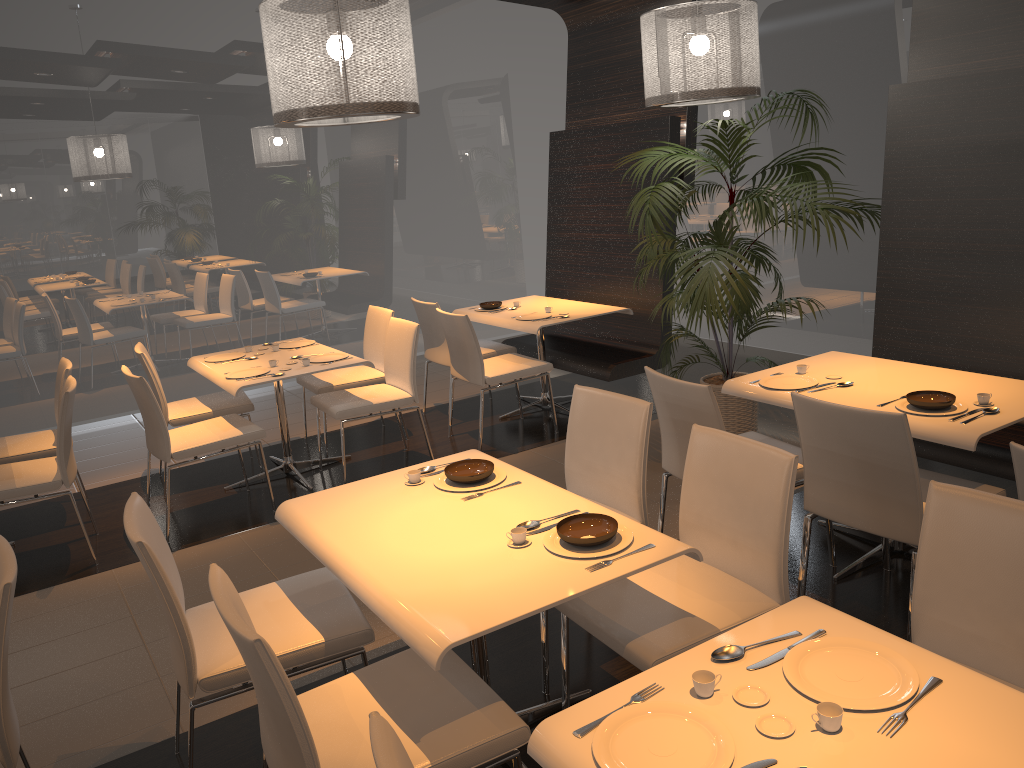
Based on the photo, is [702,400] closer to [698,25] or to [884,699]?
[884,699]

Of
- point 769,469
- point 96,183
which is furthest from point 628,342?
point 96,183

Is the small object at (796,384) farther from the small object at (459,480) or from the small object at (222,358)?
the small object at (222,358)

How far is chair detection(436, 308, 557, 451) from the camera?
5.5 meters

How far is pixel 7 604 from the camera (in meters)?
2.13

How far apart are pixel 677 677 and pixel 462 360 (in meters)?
3.96

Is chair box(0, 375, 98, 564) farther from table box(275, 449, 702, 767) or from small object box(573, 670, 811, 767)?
small object box(573, 670, 811, 767)

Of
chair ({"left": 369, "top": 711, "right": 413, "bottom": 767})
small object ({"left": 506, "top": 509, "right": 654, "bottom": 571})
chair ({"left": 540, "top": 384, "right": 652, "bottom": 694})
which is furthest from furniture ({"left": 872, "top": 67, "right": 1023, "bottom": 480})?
chair ({"left": 369, "top": 711, "right": 413, "bottom": 767})

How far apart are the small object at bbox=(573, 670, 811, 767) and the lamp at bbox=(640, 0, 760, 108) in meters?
3.5

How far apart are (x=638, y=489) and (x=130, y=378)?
2.74m
